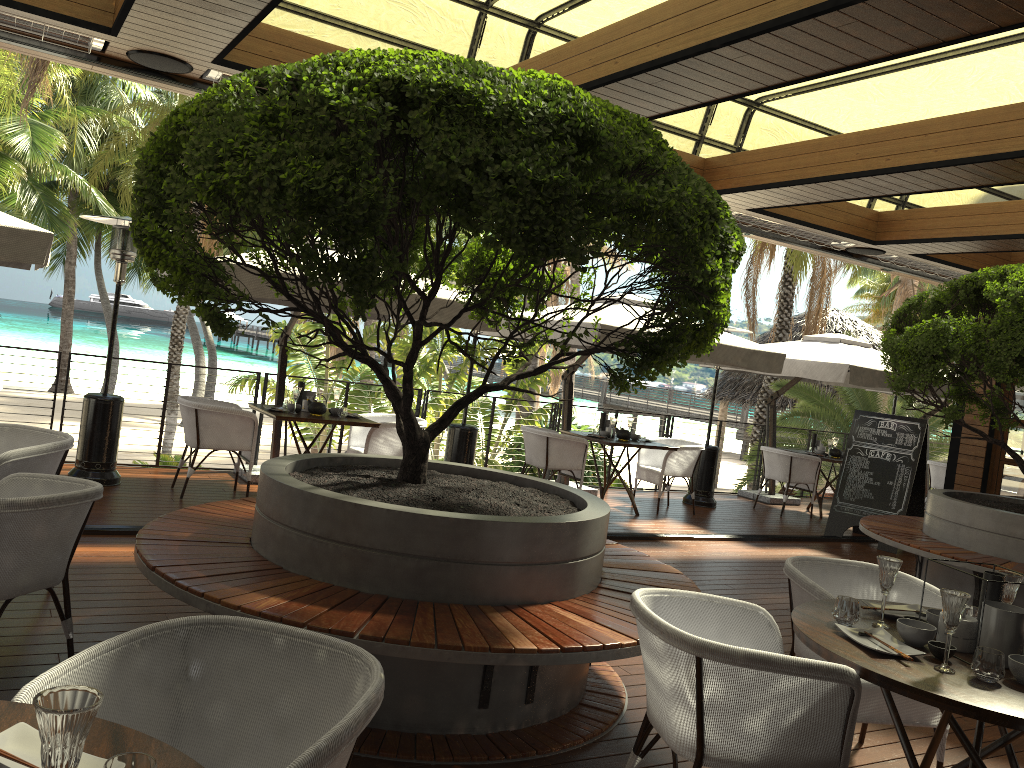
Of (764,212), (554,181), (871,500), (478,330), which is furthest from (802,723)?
(871,500)

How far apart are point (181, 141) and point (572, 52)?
2.43m

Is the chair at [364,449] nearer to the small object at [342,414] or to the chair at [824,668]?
the small object at [342,414]

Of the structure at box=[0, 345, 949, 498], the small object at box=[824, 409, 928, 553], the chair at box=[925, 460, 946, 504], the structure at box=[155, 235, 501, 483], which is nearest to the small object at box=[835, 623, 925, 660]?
the structure at box=[155, 235, 501, 483]

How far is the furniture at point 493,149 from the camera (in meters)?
2.84

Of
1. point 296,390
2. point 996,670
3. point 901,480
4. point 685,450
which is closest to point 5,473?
point 296,390

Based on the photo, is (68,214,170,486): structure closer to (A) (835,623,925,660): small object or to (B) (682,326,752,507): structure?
(A) (835,623,925,660): small object

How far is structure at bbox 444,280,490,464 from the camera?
8.8m

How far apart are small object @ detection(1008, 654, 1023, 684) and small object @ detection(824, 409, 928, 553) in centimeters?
694cm

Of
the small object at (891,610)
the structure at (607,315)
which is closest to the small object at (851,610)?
the small object at (891,610)
